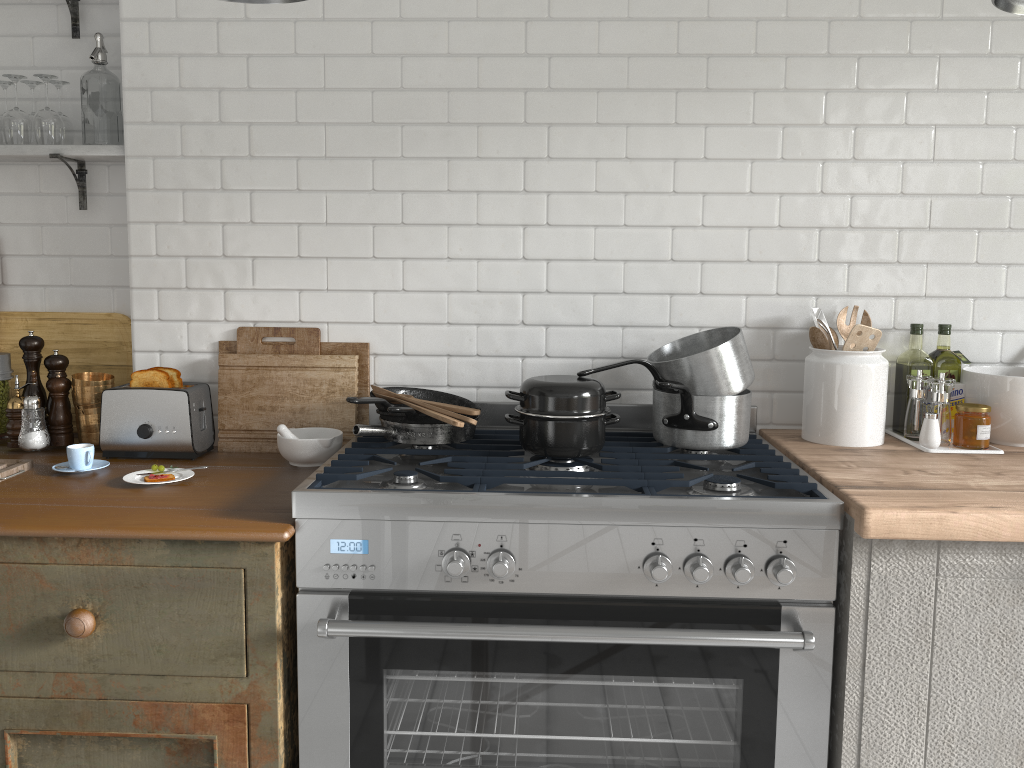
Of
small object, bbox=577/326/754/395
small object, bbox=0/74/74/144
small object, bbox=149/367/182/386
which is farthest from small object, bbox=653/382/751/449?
small object, bbox=0/74/74/144

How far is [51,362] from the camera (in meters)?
3.04

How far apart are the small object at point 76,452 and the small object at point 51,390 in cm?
35

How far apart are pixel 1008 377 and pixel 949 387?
0.2m

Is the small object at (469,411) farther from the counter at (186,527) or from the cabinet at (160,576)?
the cabinet at (160,576)

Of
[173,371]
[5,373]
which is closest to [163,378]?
[173,371]

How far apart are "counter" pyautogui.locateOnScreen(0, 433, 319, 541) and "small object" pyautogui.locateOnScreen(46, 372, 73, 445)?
0.0m

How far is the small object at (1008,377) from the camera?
2.66m

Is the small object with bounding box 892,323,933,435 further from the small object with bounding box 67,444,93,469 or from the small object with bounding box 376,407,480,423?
the small object with bounding box 67,444,93,469

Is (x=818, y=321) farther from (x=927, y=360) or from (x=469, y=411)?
(x=469, y=411)
